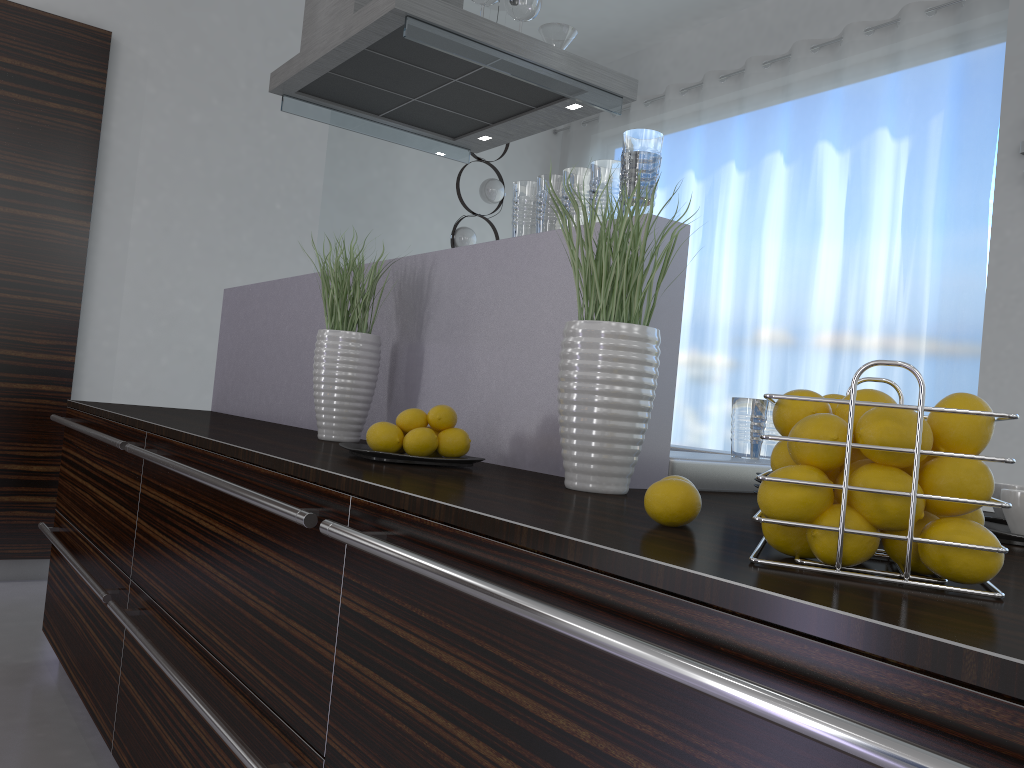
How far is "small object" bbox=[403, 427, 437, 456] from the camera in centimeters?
149cm

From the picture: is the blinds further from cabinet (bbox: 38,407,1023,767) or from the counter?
cabinet (bbox: 38,407,1023,767)

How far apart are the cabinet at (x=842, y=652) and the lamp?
2.9 meters

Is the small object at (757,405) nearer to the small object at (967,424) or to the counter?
the counter

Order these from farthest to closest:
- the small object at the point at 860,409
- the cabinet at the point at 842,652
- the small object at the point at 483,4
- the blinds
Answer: the blinds → the small object at the point at 483,4 → the small object at the point at 860,409 → the cabinet at the point at 842,652

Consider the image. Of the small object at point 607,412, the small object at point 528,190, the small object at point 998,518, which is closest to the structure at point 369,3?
the small object at point 528,190

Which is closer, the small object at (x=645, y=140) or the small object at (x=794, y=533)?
the small object at (x=794, y=533)

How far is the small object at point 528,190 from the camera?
1.8m

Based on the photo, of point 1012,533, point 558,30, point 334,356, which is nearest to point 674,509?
point 1012,533

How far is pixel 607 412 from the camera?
1.25m
